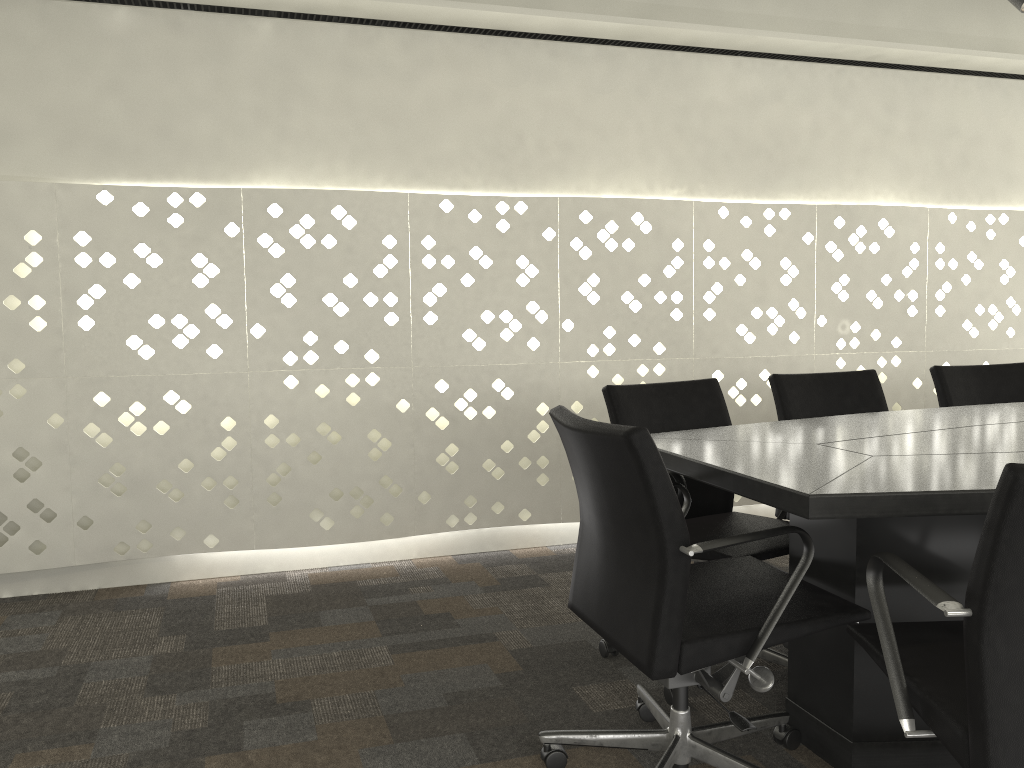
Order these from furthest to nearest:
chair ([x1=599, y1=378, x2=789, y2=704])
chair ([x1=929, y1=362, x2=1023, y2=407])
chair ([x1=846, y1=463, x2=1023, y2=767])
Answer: chair ([x1=929, y1=362, x2=1023, y2=407])
chair ([x1=599, y1=378, x2=789, y2=704])
chair ([x1=846, y1=463, x2=1023, y2=767])

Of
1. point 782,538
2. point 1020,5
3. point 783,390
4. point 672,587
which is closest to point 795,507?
point 672,587

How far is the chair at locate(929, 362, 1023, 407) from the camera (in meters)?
3.03

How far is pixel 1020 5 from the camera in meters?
2.8 m

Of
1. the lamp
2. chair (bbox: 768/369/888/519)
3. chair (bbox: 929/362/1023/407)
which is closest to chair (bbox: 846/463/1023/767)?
chair (bbox: 768/369/888/519)

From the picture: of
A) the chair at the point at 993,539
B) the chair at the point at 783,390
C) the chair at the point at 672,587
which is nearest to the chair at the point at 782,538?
the chair at the point at 672,587

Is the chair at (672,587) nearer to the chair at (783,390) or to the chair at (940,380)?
the chair at (783,390)

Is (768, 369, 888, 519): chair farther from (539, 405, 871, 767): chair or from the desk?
(539, 405, 871, 767): chair

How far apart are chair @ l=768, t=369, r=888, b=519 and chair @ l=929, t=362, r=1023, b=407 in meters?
0.3 m

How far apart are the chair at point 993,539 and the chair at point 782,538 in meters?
0.5 m
